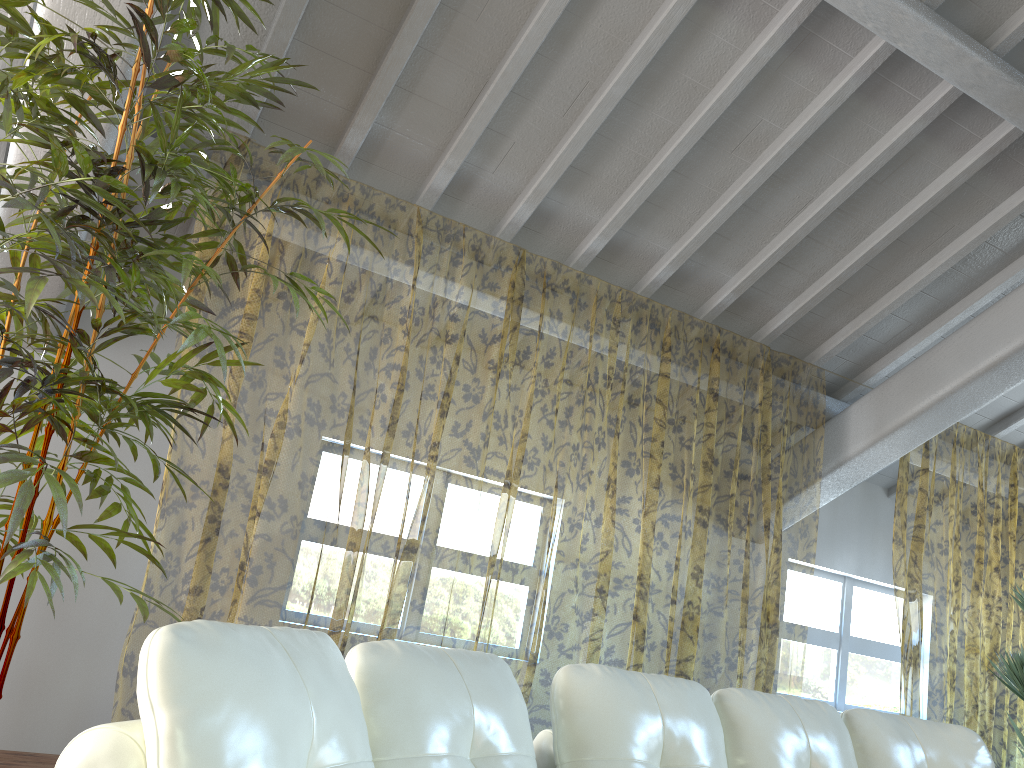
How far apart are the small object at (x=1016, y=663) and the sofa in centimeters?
196cm

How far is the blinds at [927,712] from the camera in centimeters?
1027cm

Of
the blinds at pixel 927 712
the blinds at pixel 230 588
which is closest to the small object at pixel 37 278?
the blinds at pixel 230 588

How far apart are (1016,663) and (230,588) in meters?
6.9 m

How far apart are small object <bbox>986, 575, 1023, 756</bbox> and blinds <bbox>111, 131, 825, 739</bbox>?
1.40m

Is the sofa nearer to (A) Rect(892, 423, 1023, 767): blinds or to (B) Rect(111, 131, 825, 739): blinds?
(B) Rect(111, 131, 825, 739): blinds

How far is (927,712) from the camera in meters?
10.3 m

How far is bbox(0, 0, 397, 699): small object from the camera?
1.9 meters

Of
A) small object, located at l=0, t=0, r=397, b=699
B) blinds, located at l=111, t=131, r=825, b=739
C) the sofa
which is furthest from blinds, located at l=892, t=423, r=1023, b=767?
small object, located at l=0, t=0, r=397, b=699

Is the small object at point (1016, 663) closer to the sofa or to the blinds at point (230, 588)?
the blinds at point (230, 588)
